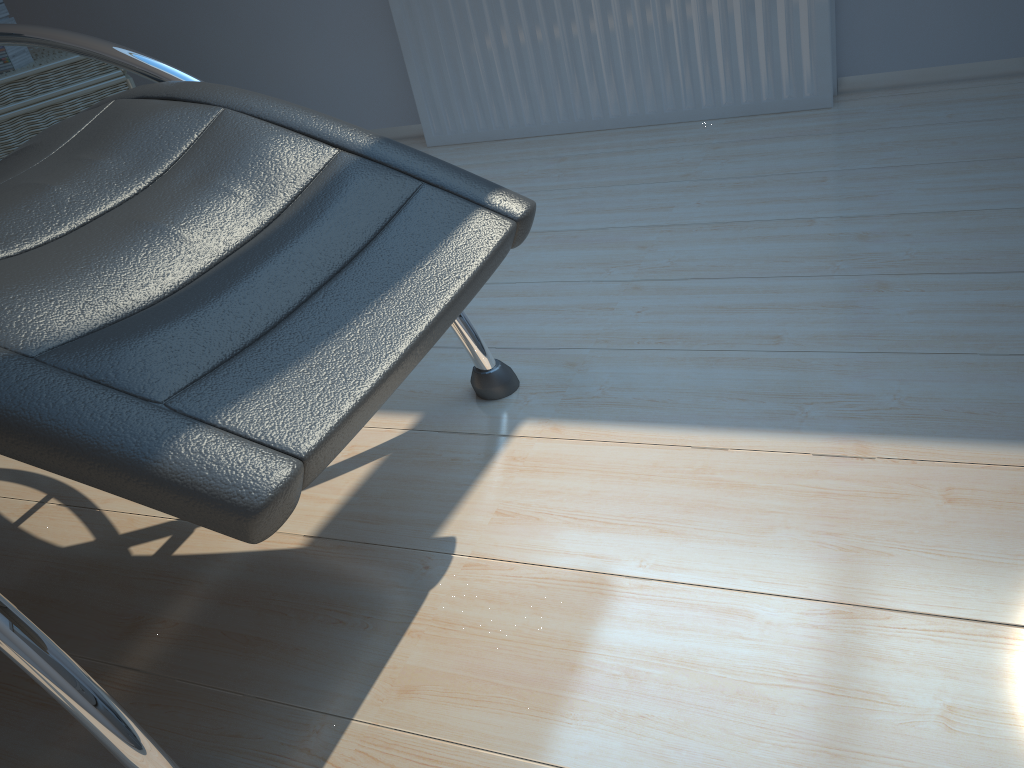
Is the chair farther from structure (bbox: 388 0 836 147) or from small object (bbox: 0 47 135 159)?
structure (bbox: 388 0 836 147)

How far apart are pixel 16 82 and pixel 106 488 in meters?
2.1 m

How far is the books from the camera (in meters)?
2.40

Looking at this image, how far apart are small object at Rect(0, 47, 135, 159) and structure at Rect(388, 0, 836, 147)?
0.8m

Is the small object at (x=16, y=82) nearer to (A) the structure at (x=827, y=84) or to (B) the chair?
(A) the structure at (x=827, y=84)

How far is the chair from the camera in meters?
0.7

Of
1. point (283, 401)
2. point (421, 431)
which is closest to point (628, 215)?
point (421, 431)

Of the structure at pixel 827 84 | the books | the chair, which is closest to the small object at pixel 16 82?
the books

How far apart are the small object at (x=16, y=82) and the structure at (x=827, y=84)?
0.76m

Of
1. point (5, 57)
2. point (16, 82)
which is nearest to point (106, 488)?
point (16, 82)
